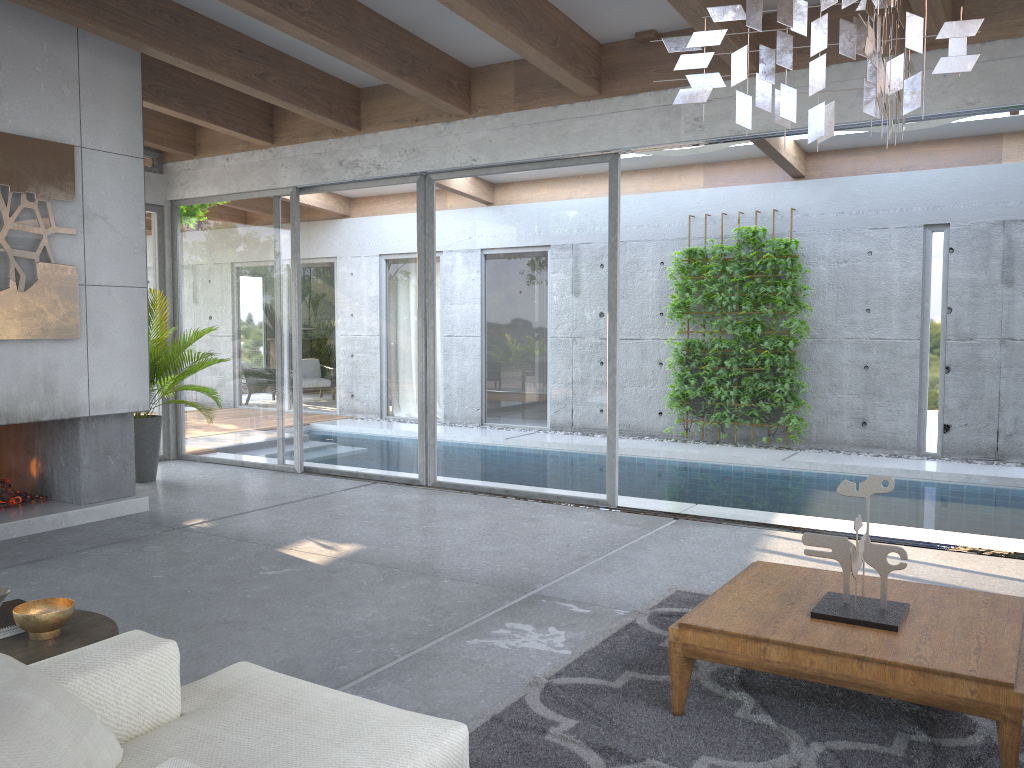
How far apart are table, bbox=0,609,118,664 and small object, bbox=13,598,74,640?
0.0m

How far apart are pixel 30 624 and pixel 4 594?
0.23m

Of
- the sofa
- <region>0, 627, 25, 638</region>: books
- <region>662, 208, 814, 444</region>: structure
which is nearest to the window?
<region>662, 208, 814, 444</region>: structure

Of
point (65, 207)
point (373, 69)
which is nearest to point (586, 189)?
point (373, 69)

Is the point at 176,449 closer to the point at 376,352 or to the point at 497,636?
the point at 376,352

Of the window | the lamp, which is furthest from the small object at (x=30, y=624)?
the window

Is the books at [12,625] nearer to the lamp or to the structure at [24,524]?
the lamp

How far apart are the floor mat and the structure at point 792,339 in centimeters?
568cm

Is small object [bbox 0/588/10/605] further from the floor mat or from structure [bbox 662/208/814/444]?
structure [bbox 662/208/814/444]

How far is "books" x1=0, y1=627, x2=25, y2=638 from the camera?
2.78m
